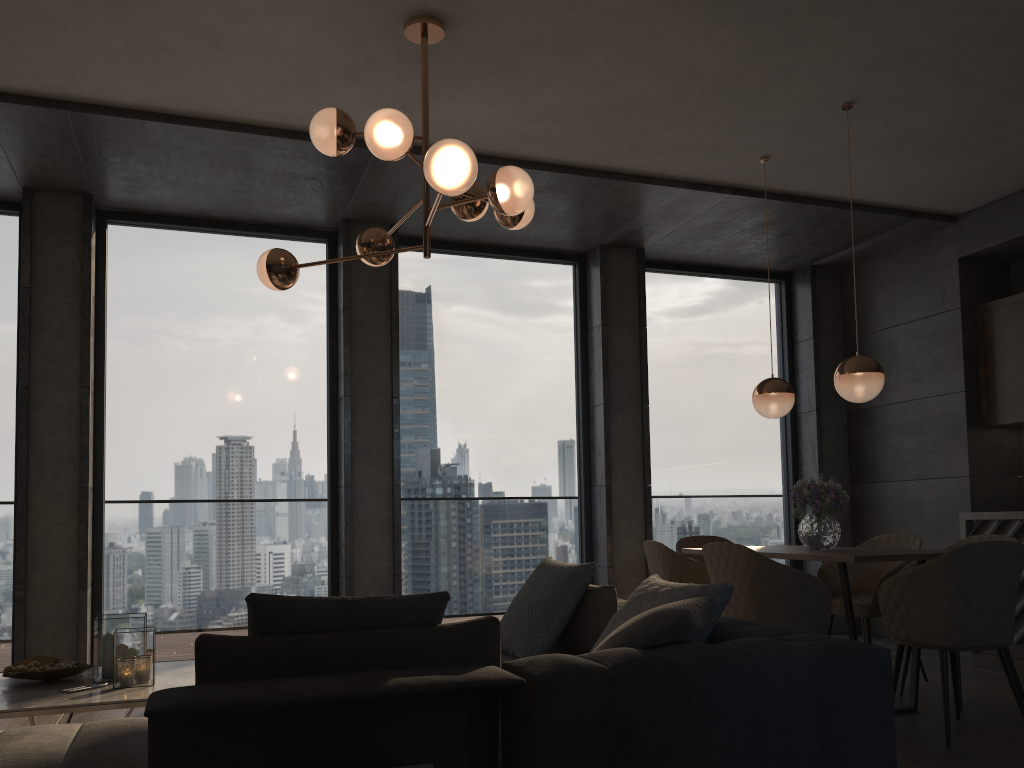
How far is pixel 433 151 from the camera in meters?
3.1 m

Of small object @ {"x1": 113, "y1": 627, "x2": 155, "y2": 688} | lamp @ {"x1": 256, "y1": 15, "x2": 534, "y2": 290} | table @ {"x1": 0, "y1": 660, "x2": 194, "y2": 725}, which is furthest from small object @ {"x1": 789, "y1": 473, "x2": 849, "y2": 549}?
small object @ {"x1": 113, "y1": 627, "x2": 155, "y2": 688}

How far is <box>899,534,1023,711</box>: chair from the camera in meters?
4.6

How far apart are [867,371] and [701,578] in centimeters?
131cm

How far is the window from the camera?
5.7 meters

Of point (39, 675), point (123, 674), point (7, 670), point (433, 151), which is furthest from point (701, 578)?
point (7, 670)

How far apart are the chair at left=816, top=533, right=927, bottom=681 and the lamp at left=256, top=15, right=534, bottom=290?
2.7 meters

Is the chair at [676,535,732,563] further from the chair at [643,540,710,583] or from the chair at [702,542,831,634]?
the chair at [702,542,831,634]

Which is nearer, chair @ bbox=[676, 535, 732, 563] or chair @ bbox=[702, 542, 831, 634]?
chair @ bbox=[702, 542, 831, 634]

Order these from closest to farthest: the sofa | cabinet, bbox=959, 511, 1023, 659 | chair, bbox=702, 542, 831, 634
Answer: the sofa, chair, bbox=702, 542, 831, 634, cabinet, bbox=959, 511, 1023, 659
